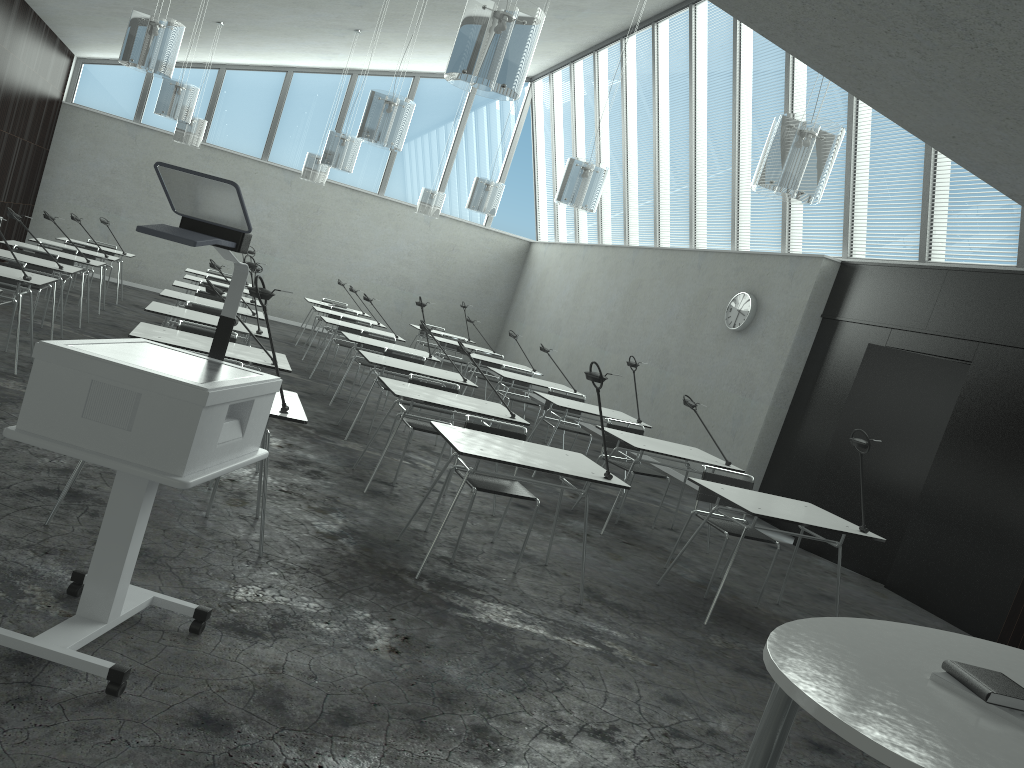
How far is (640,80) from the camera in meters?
12.1 m

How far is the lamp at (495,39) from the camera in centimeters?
382cm

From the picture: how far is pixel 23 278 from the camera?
6.00m

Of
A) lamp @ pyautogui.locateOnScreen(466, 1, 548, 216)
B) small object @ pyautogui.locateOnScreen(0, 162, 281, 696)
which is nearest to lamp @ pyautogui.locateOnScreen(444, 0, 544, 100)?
small object @ pyautogui.locateOnScreen(0, 162, 281, 696)

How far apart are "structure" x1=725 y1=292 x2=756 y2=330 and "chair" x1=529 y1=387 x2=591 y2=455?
2.15m

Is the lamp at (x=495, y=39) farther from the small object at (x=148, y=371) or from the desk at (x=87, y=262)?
the desk at (x=87, y=262)

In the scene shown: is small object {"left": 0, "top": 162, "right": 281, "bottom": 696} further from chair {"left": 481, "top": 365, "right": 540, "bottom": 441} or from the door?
chair {"left": 481, "top": 365, "right": 540, "bottom": 441}

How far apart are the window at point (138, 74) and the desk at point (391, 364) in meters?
9.0 m

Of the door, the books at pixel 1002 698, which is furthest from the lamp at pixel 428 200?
the books at pixel 1002 698

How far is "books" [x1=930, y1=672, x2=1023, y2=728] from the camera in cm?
204
